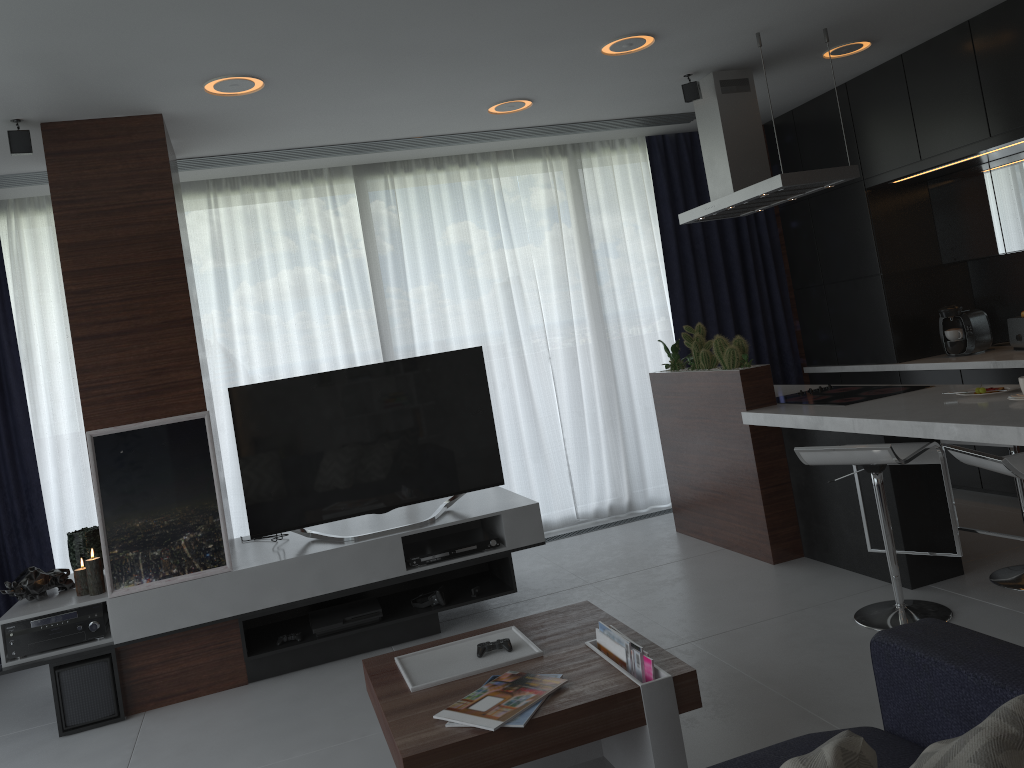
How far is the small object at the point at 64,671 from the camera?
3.70m

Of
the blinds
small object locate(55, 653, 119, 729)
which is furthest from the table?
the blinds

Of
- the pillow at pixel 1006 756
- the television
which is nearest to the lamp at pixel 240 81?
the television

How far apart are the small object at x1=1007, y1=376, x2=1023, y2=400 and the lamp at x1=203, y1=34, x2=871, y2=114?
2.13m

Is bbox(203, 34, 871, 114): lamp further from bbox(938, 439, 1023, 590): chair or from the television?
bbox(938, 439, 1023, 590): chair

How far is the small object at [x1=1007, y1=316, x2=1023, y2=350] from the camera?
4.9 meters

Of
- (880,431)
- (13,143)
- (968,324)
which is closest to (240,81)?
(13,143)

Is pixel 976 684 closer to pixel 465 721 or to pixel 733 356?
pixel 465 721

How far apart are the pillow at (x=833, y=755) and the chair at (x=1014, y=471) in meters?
1.6 m

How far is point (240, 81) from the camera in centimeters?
362cm
